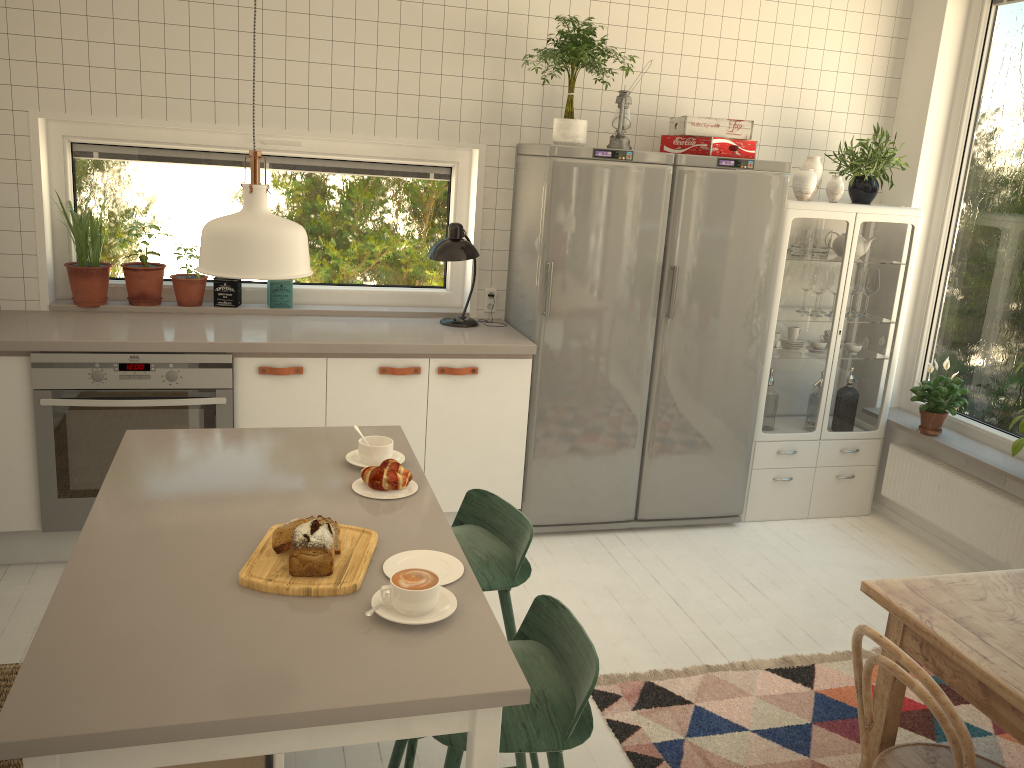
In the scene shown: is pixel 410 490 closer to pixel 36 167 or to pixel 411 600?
pixel 411 600

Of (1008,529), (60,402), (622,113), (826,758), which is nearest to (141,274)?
(60,402)

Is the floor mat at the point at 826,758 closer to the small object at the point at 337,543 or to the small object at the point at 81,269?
the small object at the point at 337,543

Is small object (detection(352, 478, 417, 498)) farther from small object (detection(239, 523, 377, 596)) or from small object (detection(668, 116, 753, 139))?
small object (detection(668, 116, 753, 139))

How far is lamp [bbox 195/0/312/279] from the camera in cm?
169

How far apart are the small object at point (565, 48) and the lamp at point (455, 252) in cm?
56

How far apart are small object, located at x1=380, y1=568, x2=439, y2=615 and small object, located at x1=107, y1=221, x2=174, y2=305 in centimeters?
266cm

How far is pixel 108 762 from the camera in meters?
1.3

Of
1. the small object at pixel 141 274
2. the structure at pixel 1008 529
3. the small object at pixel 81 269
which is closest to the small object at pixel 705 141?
the structure at pixel 1008 529

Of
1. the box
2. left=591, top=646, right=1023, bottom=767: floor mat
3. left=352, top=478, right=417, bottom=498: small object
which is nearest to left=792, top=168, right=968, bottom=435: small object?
left=591, top=646, right=1023, bottom=767: floor mat
